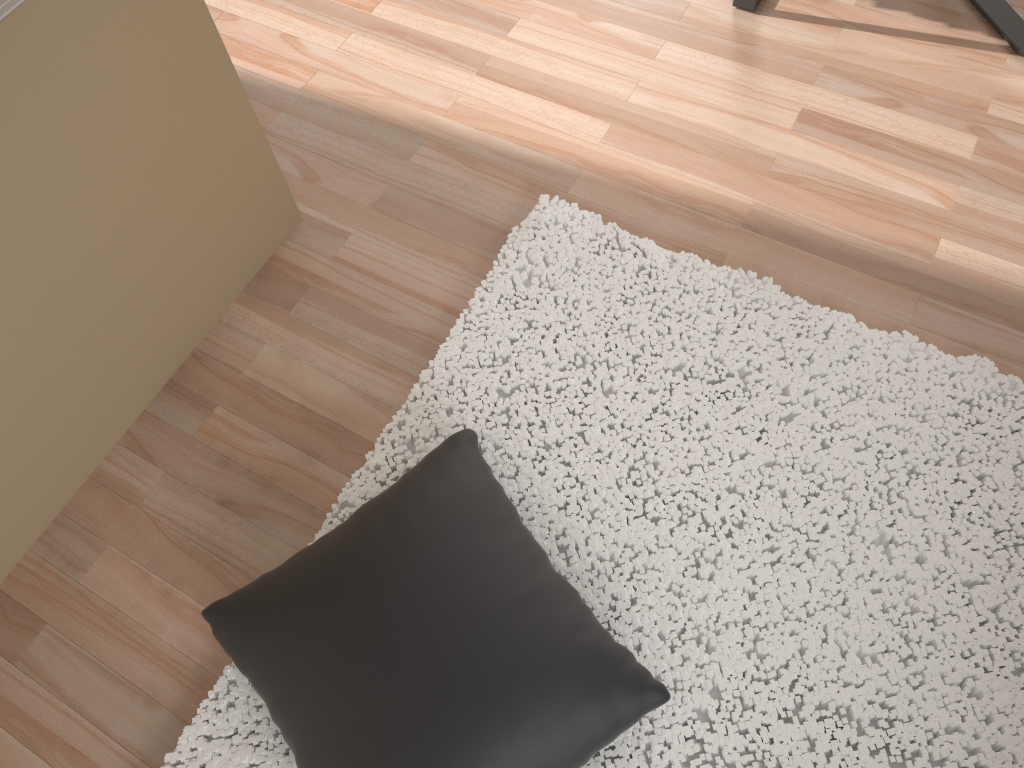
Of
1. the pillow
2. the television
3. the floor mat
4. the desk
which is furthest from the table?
the television

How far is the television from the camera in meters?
1.1 m

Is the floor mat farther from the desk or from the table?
the table

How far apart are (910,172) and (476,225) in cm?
104

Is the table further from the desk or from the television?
the television

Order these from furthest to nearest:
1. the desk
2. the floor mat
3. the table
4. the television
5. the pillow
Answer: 1. the desk
2. the table
3. the floor mat
4. the pillow
5. the television

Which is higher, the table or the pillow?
the pillow

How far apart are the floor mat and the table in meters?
0.9

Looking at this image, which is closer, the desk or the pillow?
the pillow

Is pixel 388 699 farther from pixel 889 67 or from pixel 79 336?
pixel 889 67
